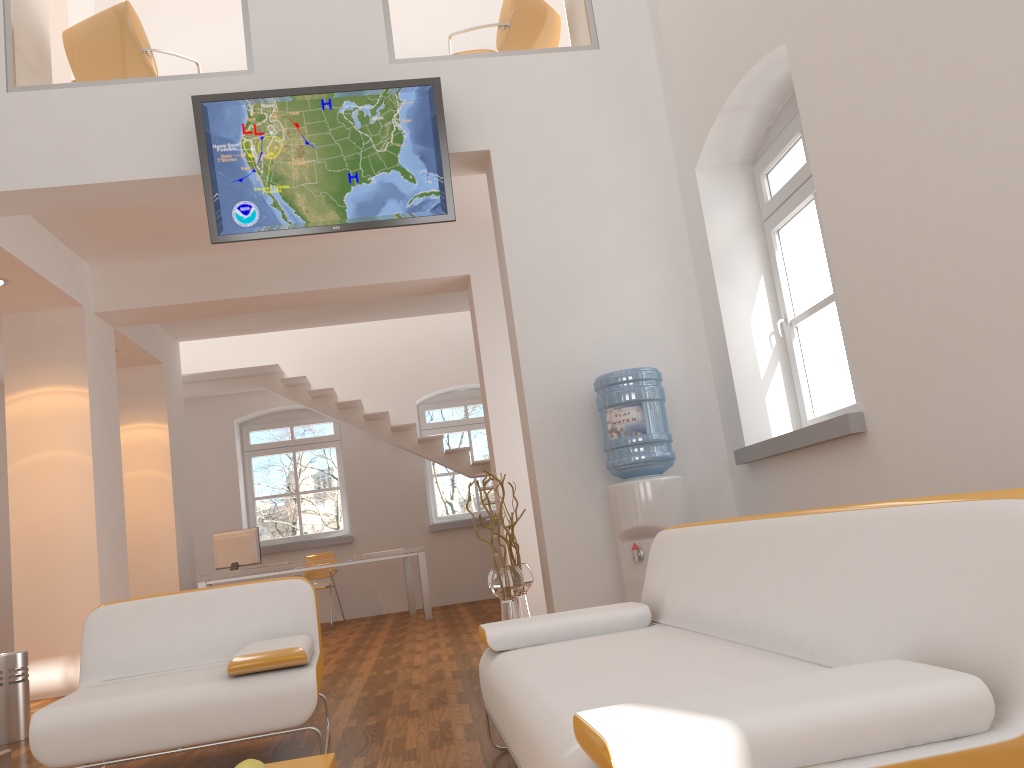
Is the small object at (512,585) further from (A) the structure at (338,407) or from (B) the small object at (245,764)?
(A) the structure at (338,407)

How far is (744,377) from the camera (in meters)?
4.89

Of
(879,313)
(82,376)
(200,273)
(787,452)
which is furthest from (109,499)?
(879,313)

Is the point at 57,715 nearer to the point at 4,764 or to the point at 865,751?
the point at 4,764

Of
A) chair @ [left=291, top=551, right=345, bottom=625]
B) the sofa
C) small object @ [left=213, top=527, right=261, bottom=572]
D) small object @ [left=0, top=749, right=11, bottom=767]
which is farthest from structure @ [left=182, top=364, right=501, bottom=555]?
small object @ [left=0, top=749, right=11, bottom=767]

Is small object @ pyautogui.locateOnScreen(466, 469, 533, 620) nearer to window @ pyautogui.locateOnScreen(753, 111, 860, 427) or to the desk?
window @ pyautogui.locateOnScreen(753, 111, 860, 427)

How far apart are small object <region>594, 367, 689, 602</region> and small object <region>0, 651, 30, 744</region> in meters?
3.3

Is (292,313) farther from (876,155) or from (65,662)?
(876,155)

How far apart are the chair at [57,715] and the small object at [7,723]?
1.6 meters

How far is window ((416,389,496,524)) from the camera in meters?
11.6 m
